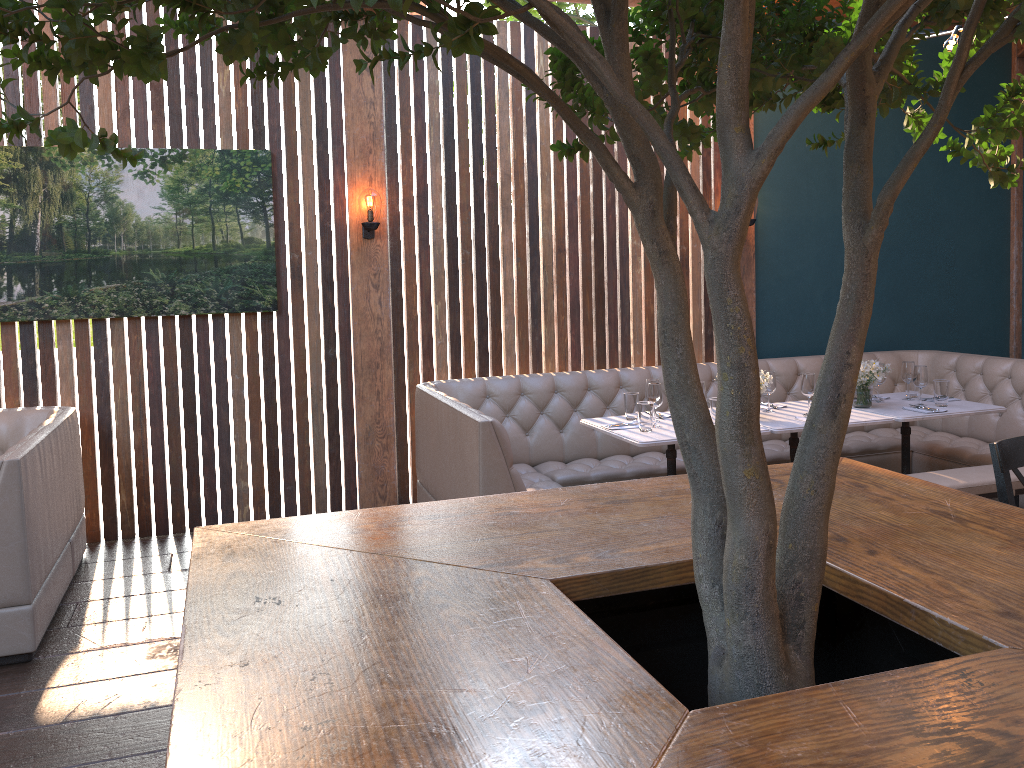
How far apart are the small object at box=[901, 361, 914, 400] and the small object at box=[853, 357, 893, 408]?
0.3 meters

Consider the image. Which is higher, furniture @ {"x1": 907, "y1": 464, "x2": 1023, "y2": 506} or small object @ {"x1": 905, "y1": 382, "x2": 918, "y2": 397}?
small object @ {"x1": 905, "y1": 382, "x2": 918, "y2": 397}

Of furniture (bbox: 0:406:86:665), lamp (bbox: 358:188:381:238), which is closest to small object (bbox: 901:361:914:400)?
lamp (bbox: 358:188:381:238)

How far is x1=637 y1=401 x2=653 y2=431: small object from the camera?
4.77m

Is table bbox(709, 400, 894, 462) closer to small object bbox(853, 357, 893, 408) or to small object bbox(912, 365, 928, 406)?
small object bbox(853, 357, 893, 408)

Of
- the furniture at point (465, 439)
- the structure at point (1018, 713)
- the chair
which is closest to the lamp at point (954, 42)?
the structure at point (1018, 713)

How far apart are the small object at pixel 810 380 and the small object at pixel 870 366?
0.37m

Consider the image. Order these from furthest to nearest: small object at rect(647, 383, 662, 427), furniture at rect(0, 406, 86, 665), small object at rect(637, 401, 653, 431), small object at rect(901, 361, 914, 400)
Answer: small object at rect(901, 361, 914, 400)
small object at rect(647, 383, 662, 427)
small object at rect(637, 401, 653, 431)
furniture at rect(0, 406, 86, 665)

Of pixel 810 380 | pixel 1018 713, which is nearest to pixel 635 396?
pixel 810 380

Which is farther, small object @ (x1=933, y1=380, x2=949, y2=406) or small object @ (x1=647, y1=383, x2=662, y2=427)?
small object @ (x1=933, y1=380, x2=949, y2=406)
